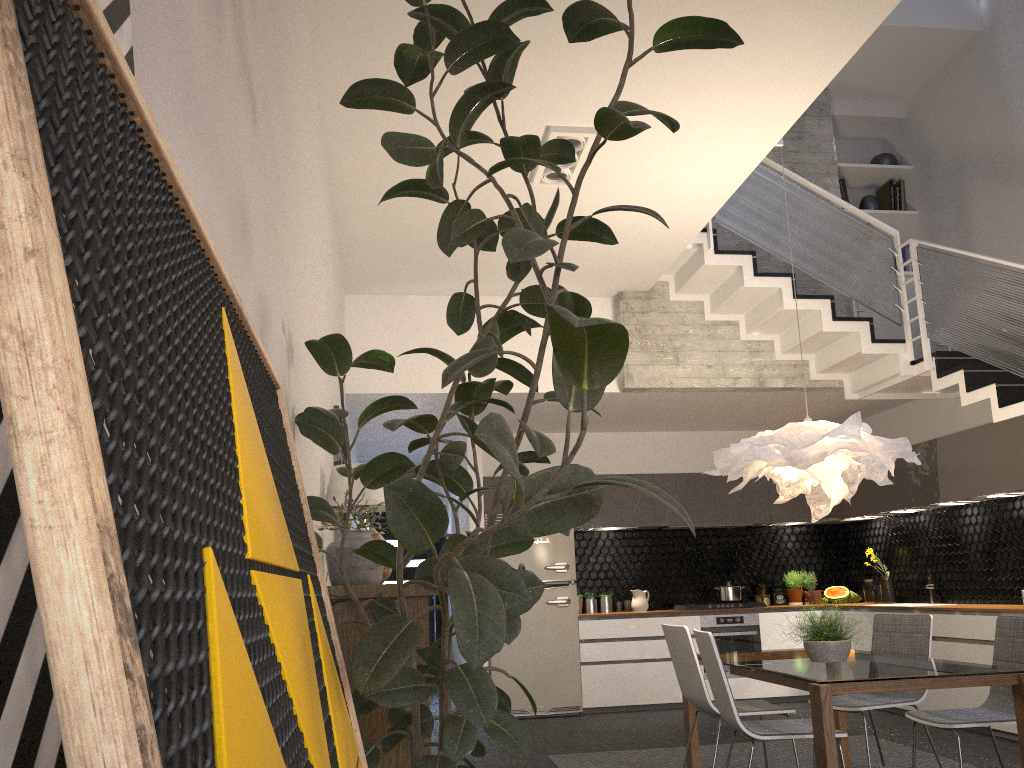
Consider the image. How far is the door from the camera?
11.3 meters

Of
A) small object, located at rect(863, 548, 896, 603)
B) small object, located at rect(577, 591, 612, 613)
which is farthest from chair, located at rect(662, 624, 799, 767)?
small object, located at rect(863, 548, 896, 603)

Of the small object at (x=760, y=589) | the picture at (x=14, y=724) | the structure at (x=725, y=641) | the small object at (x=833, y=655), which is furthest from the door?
the picture at (x=14, y=724)

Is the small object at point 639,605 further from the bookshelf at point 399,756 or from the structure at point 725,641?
the bookshelf at point 399,756

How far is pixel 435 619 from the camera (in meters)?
11.26

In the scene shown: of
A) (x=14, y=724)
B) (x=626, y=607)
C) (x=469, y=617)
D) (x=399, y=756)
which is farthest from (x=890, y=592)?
(x=14, y=724)

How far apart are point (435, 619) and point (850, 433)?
7.84m

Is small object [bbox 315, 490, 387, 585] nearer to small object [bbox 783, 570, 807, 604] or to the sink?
the sink

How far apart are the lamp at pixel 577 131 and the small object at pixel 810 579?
5.53m

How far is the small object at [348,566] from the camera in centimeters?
348cm
